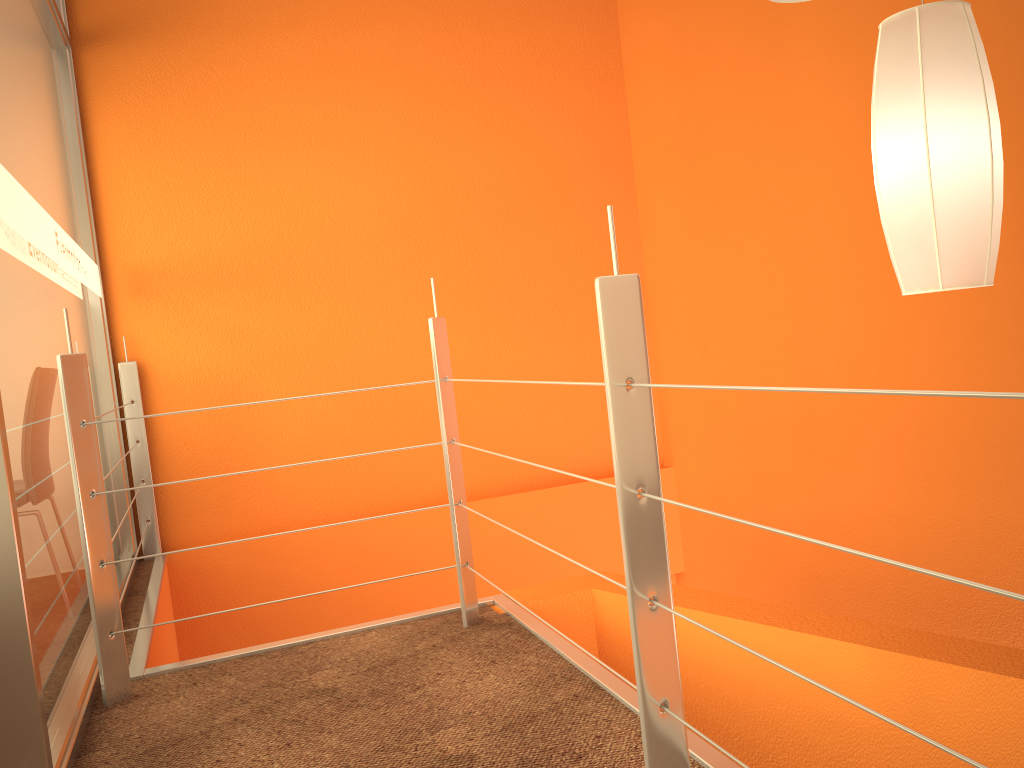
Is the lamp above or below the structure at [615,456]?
above

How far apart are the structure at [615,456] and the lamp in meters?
0.5

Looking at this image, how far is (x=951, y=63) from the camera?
1.4m

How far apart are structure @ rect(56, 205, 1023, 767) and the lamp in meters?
0.5

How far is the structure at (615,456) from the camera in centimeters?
128cm

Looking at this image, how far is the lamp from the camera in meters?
1.4 m

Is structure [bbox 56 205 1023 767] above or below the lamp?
below

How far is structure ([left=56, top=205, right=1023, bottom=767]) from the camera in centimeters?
128cm
